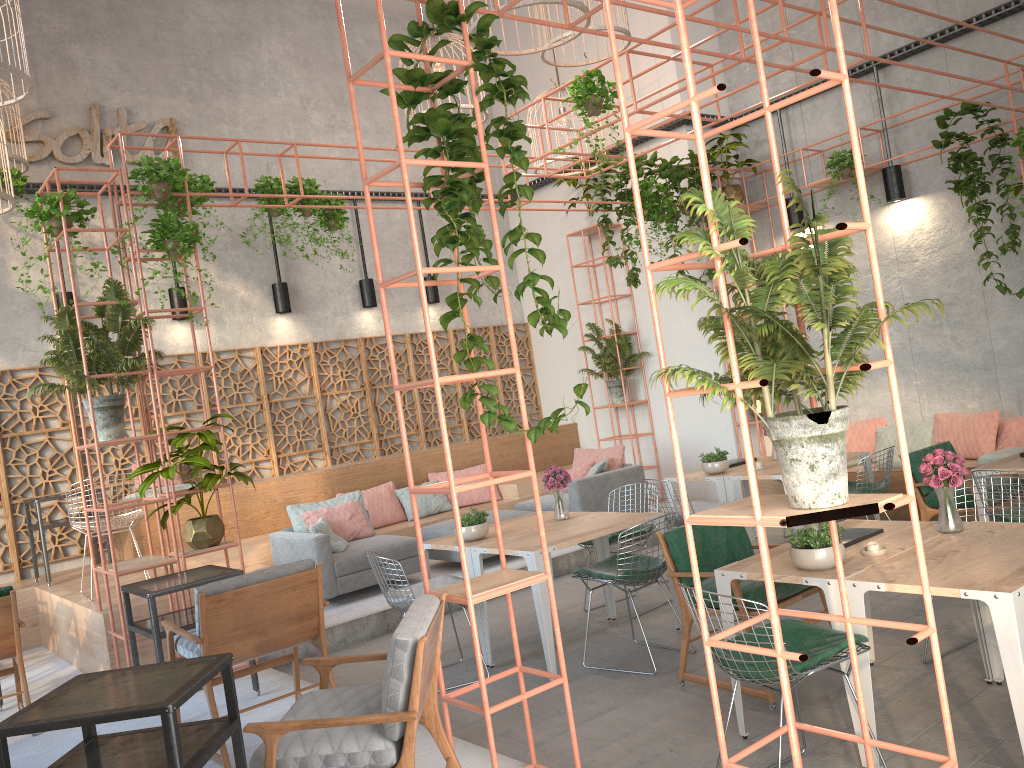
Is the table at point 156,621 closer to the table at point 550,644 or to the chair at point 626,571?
the table at point 550,644

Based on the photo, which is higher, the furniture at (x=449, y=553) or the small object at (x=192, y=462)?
the small object at (x=192, y=462)

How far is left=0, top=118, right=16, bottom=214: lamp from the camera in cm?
694

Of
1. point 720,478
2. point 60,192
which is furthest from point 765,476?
point 60,192

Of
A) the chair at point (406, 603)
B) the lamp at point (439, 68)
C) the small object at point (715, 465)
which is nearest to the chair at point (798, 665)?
the chair at point (406, 603)

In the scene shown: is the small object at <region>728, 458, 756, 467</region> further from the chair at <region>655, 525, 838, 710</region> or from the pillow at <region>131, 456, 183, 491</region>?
the pillow at <region>131, 456, 183, 491</region>

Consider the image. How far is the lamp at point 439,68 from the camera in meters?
9.4

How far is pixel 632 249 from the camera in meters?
11.3

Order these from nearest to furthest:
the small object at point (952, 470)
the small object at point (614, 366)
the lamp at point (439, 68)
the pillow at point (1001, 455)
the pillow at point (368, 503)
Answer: the small object at point (952, 470) → the pillow at point (1001, 455) → the lamp at point (439, 68) → the pillow at point (368, 503) → the small object at point (614, 366)

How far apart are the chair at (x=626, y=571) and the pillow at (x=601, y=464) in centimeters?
347cm
